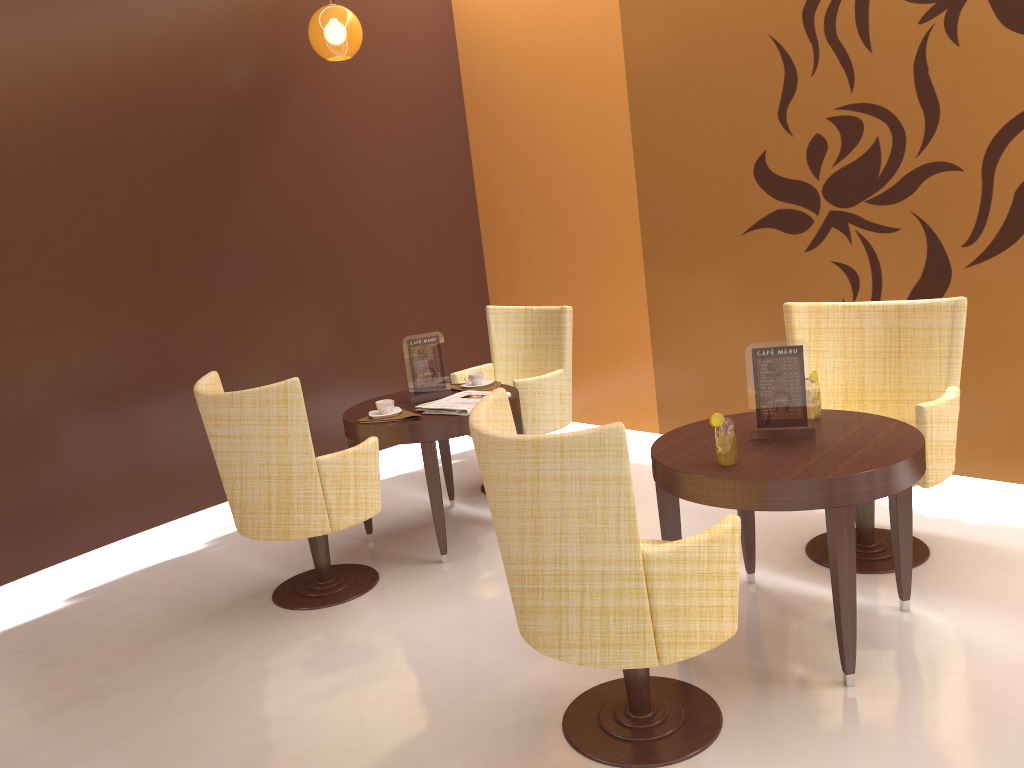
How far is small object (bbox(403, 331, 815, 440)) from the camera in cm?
294

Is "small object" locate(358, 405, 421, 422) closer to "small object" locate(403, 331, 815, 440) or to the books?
the books

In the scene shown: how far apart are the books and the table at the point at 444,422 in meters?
0.0 m

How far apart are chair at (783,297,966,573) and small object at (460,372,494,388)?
1.54m

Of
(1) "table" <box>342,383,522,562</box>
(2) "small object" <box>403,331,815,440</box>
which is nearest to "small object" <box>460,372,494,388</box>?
(1) "table" <box>342,383,522,562</box>

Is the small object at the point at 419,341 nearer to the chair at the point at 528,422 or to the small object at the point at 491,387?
the small object at the point at 491,387

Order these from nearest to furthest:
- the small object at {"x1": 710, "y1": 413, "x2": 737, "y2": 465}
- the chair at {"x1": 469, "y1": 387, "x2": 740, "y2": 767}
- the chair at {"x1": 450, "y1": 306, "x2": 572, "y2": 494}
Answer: the chair at {"x1": 469, "y1": 387, "x2": 740, "y2": 767}, the small object at {"x1": 710, "y1": 413, "x2": 737, "y2": 465}, the chair at {"x1": 450, "y1": 306, "x2": 572, "y2": 494}

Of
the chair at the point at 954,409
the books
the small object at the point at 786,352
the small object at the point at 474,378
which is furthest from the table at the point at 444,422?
the small object at the point at 786,352

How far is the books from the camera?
4.01m

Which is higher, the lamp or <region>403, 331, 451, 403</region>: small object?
the lamp
